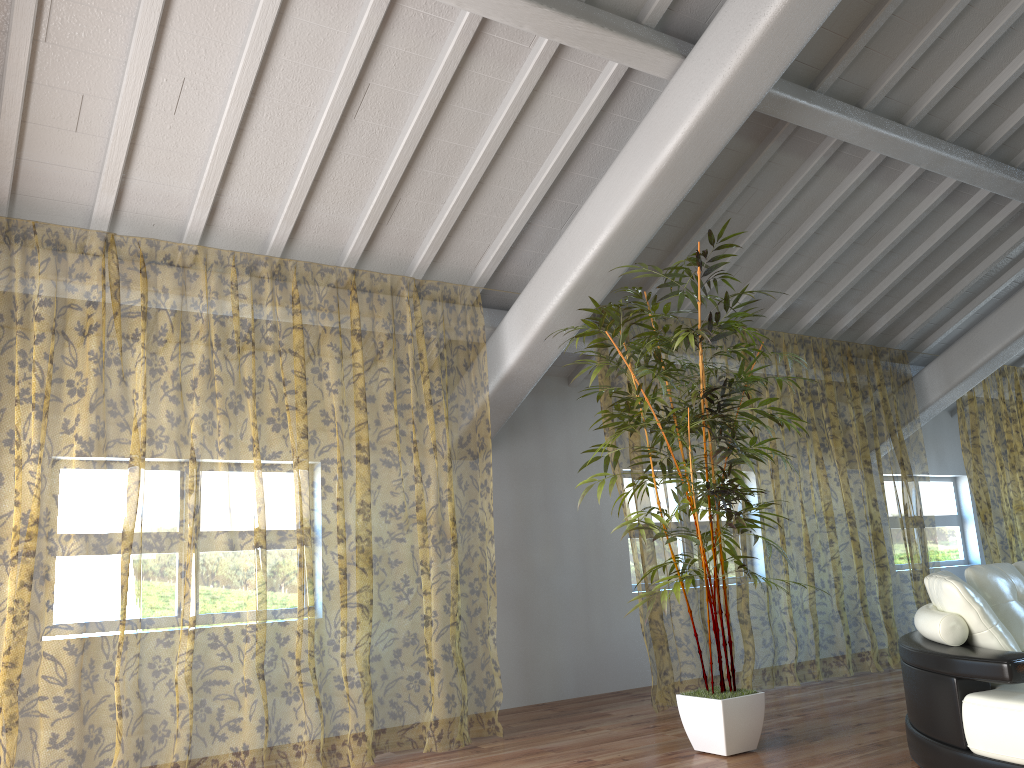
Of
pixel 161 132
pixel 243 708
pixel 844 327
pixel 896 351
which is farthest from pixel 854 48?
pixel 243 708

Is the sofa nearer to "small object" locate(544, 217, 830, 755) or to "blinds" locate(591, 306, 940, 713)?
"small object" locate(544, 217, 830, 755)

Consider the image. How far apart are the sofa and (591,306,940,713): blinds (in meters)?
1.74

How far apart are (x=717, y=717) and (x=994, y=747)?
1.3 meters

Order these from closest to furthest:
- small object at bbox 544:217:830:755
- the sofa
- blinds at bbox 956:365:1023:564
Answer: the sofa
small object at bbox 544:217:830:755
blinds at bbox 956:365:1023:564

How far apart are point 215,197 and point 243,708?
7.4 meters

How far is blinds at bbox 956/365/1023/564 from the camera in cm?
1292

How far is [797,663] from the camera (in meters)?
9.42

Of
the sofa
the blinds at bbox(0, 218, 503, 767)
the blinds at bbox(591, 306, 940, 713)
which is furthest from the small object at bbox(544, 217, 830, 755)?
the blinds at bbox(591, 306, 940, 713)

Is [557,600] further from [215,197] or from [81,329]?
[81,329]
